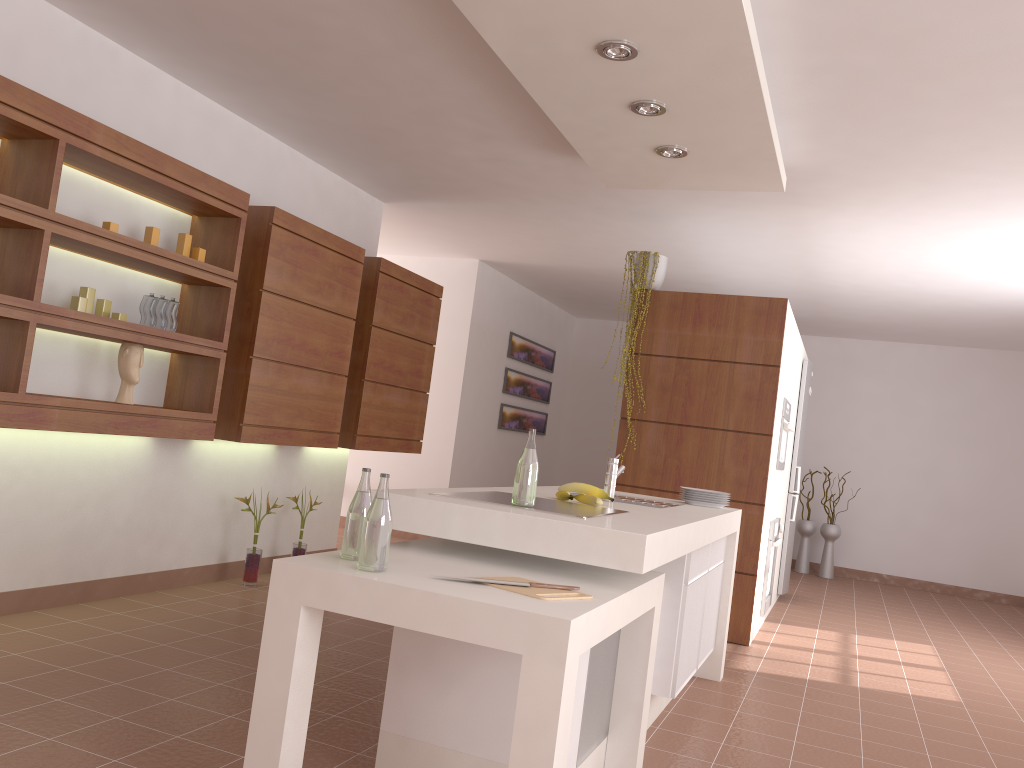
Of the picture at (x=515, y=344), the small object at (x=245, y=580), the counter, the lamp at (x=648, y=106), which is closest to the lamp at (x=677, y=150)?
the lamp at (x=648, y=106)

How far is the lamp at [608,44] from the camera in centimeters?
298cm

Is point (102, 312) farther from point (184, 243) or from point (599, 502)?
point (599, 502)

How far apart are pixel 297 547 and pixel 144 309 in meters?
1.9

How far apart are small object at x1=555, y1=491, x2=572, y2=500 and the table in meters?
0.5 m

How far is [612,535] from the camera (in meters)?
2.29

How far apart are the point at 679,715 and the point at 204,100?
3.6m

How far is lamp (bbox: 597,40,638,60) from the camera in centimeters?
298cm

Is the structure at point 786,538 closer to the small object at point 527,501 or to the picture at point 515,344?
the picture at point 515,344

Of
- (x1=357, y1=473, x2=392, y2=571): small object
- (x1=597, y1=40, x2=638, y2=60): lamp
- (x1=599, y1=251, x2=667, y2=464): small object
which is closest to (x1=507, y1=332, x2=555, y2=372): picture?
(x1=599, y1=251, x2=667, y2=464): small object
